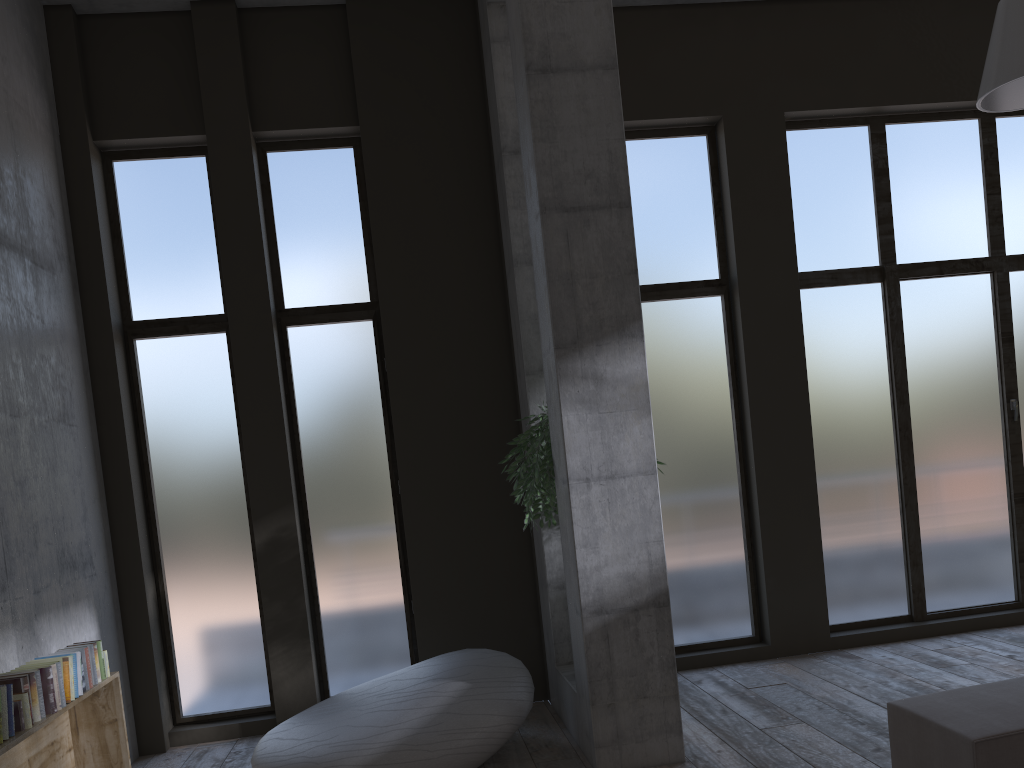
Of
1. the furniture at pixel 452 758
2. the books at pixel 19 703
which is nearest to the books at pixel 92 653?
the books at pixel 19 703

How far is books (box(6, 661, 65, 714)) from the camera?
4.0m

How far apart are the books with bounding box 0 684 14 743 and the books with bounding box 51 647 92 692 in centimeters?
80cm

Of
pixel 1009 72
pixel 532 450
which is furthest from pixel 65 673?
pixel 1009 72

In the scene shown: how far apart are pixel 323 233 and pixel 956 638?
5.8m

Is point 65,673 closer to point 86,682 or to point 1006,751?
point 86,682

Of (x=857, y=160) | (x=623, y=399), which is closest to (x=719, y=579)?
(x=623, y=399)

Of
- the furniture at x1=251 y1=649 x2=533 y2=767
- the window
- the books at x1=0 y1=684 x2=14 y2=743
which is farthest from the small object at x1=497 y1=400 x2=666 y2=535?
the books at x1=0 y1=684 x2=14 y2=743

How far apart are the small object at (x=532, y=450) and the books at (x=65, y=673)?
Result: 2.46m

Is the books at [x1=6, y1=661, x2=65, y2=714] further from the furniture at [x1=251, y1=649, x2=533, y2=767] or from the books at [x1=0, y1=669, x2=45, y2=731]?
the furniture at [x1=251, y1=649, x2=533, y2=767]
